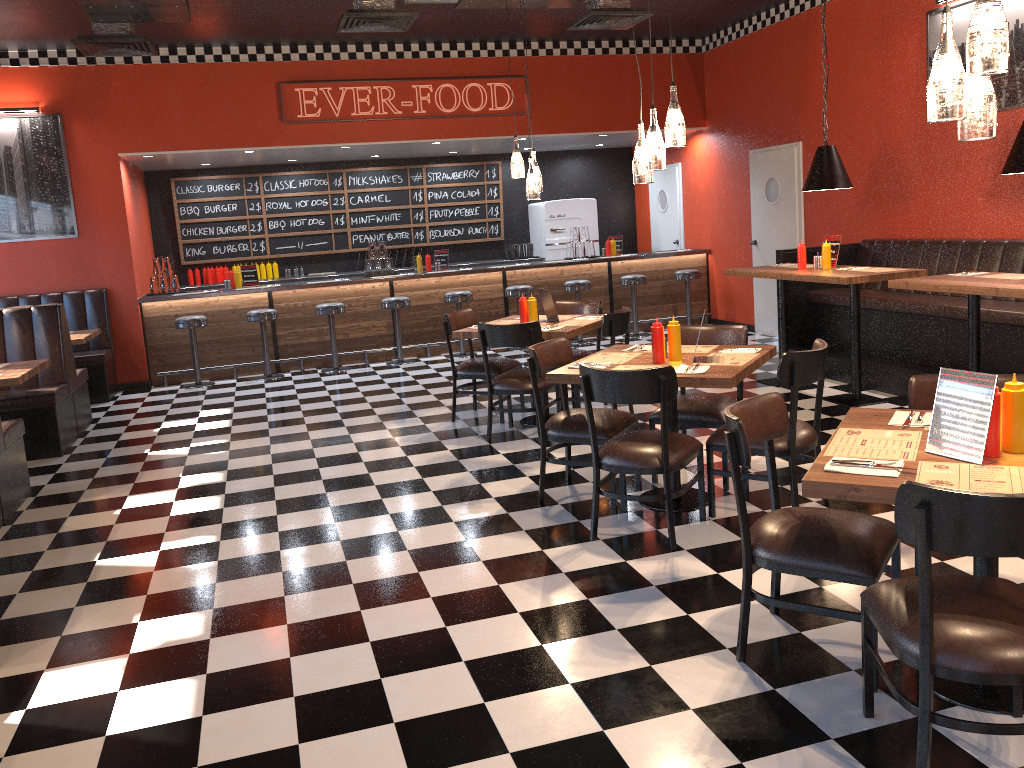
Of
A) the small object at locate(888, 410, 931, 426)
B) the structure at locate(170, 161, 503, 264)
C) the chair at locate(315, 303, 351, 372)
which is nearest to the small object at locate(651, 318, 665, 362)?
the small object at locate(888, 410, 931, 426)

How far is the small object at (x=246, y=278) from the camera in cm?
1048

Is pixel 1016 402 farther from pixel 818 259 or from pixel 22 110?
pixel 22 110

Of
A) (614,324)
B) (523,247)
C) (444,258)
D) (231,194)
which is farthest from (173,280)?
(614,324)

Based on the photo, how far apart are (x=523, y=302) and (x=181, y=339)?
5.1 meters

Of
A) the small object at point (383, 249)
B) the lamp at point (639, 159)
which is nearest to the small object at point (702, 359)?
the lamp at point (639, 159)

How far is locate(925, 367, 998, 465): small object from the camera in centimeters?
257cm

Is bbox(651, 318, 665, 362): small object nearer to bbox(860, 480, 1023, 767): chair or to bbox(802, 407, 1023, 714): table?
bbox(802, 407, 1023, 714): table

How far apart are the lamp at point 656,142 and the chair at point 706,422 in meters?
1.2 m

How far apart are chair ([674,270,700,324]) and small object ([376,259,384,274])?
3.70m
